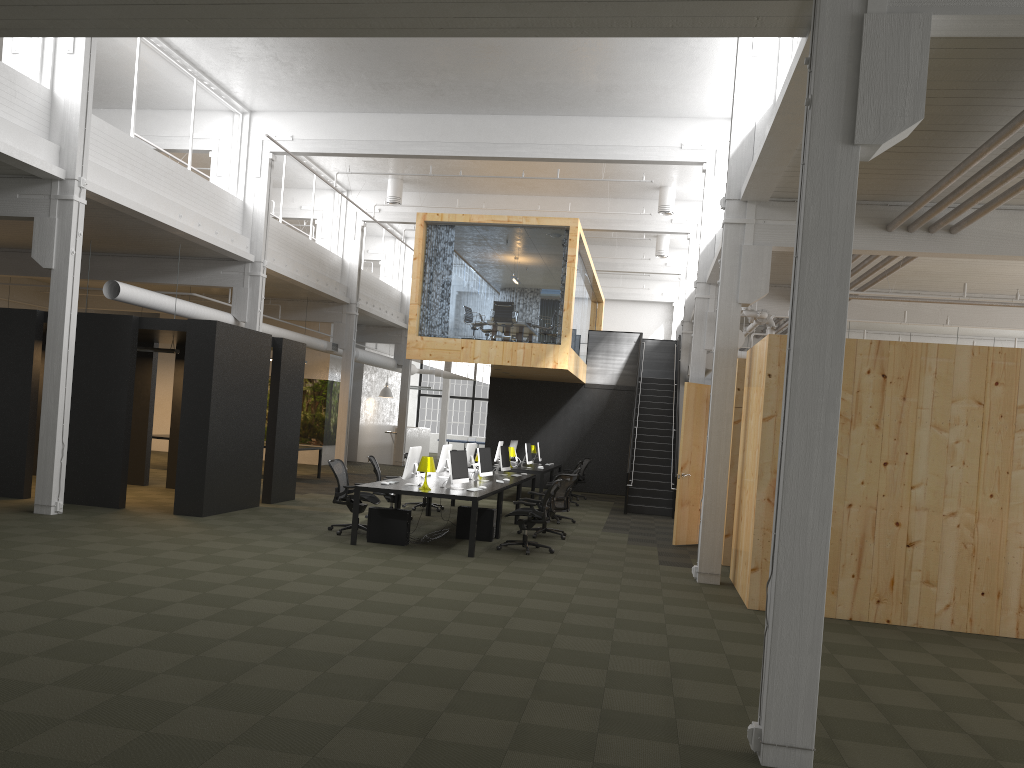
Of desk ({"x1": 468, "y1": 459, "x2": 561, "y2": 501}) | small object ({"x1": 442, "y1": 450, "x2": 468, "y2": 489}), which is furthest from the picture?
→ small object ({"x1": 442, "y1": 450, "x2": 468, "y2": 489})

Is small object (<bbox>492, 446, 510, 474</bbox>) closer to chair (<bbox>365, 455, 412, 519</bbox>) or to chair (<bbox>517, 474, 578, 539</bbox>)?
chair (<bbox>517, 474, 578, 539</bbox>)

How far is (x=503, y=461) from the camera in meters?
15.8

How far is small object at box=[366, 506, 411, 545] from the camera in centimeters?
1144cm

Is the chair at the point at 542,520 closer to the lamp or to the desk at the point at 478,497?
the desk at the point at 478,497

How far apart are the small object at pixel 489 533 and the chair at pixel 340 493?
1.2 meters

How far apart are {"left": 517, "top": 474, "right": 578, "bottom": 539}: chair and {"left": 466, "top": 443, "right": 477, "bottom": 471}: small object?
2.6 meters

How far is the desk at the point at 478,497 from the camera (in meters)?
11.00

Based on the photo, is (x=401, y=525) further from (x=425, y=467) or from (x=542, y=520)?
(x=542, y=520)

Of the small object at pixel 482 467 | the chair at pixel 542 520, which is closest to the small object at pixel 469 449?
the small object at pixel 482 467
